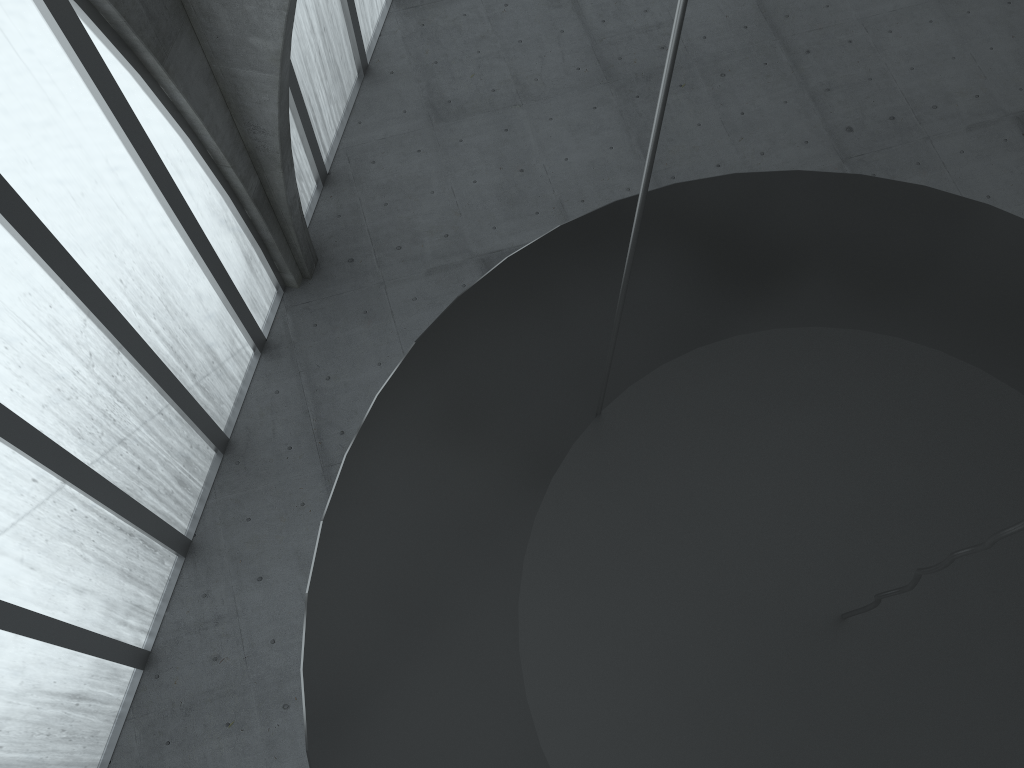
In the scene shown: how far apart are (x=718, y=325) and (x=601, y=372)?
1.4 meters

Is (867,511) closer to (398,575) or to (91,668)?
(398,575)

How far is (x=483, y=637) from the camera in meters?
8.0
